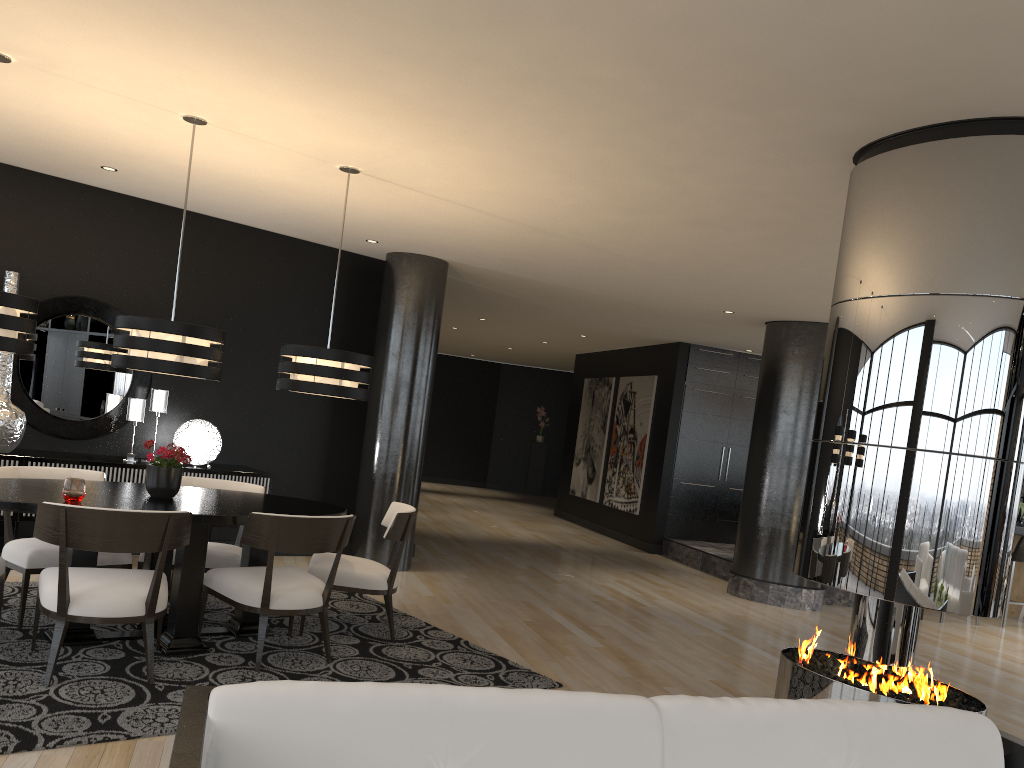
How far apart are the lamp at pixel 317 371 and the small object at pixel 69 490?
1.2 meters

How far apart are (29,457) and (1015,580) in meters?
9.7 m

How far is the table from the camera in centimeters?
420cm

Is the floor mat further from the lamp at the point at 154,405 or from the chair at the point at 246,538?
the lamp at the point at 154,405

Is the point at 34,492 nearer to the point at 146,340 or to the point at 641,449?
the point at 146,340

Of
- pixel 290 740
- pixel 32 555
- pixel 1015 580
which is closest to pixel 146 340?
pixel 32 555

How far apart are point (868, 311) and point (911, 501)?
0.8m

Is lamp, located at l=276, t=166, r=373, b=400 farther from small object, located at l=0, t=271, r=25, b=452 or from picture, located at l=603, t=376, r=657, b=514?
picture, located at l=603, t=376, r=657, b=514

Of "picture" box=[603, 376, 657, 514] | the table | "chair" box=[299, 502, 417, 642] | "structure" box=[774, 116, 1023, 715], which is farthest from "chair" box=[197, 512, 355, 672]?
"picture" box=[603, 376, 657, 514]

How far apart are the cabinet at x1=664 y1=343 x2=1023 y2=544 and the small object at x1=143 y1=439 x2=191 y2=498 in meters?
7.7 m
